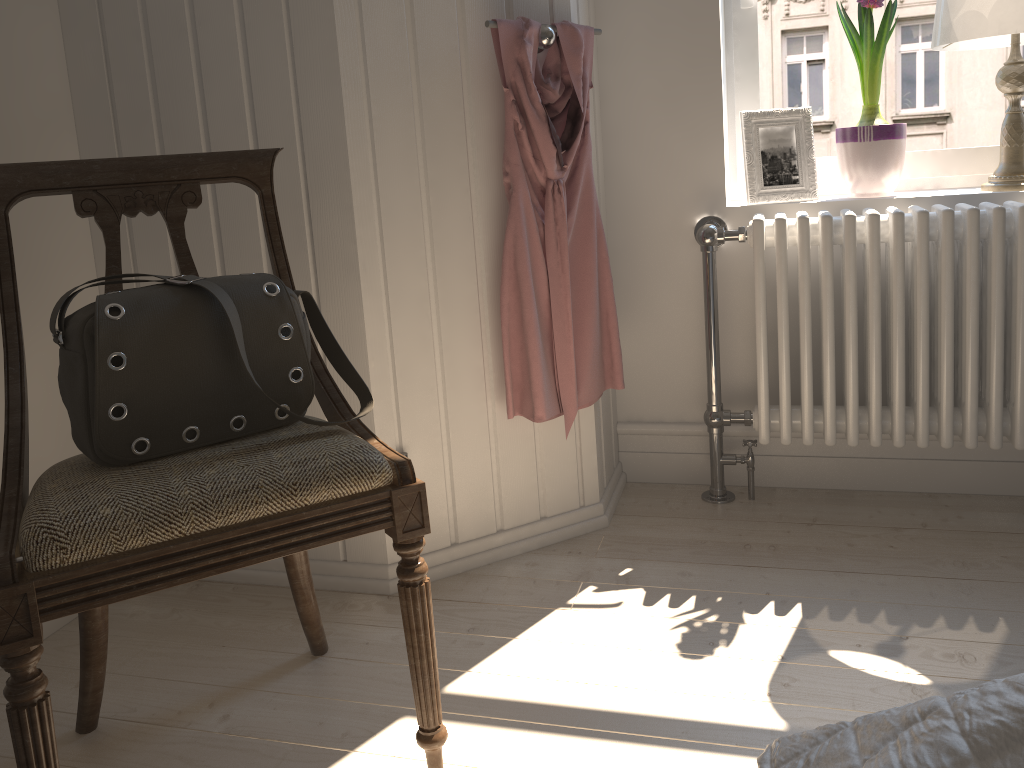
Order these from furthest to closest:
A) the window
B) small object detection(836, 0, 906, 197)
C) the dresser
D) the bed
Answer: the window
small object detection(836, 0, 906, 197)
the dresser
the bed

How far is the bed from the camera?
0.6 meters

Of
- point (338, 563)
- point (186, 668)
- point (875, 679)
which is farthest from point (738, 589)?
point (186, 668)

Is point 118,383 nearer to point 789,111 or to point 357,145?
point 357,145

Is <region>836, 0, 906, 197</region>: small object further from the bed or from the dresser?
the bed

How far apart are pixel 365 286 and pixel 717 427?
0.93m

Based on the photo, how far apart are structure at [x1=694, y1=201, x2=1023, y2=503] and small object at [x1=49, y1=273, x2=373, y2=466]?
1.01m

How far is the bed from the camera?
0.6m

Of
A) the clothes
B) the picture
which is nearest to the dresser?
the clothes

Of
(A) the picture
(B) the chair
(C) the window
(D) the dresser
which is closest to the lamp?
(C) the window
